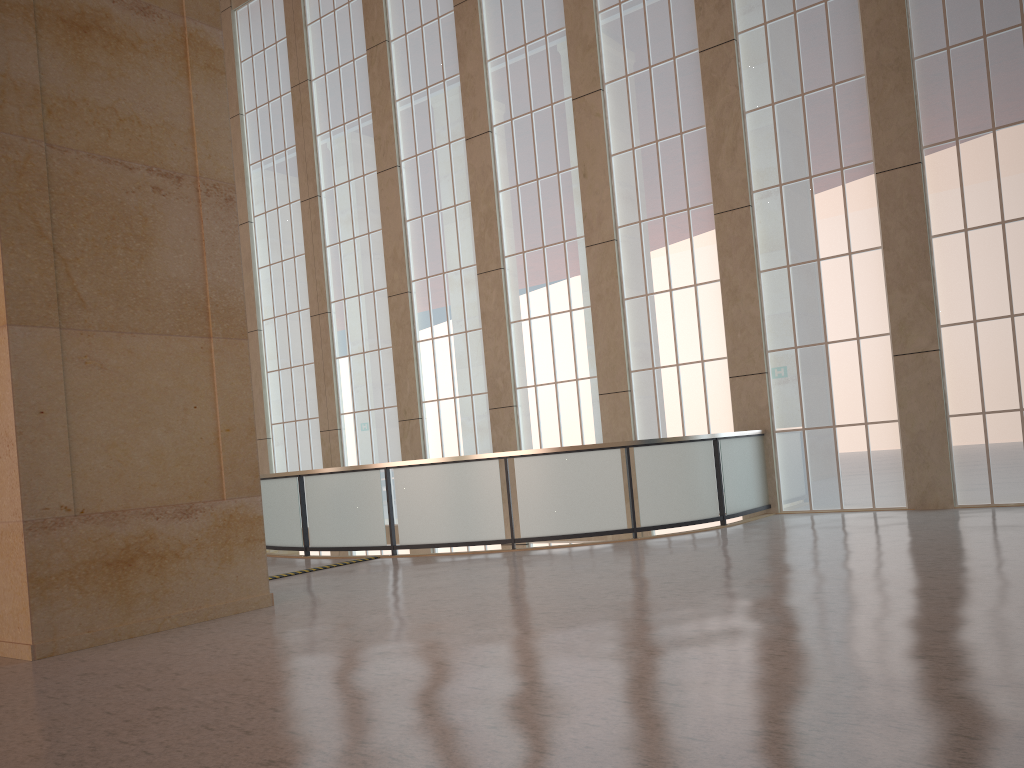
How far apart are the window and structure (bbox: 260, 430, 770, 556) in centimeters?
46cm

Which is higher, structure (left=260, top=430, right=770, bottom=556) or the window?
the window

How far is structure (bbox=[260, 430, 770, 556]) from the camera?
15.7 meters

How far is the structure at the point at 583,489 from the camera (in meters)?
15.65

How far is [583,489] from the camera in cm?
1565

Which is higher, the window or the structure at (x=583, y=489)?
the window

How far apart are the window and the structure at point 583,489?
0.5 meters

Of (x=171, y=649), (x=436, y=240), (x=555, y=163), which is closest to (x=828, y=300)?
(x=555, y=163)

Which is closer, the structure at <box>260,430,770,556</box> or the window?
the structure at <box>260,430,770,556</box>
